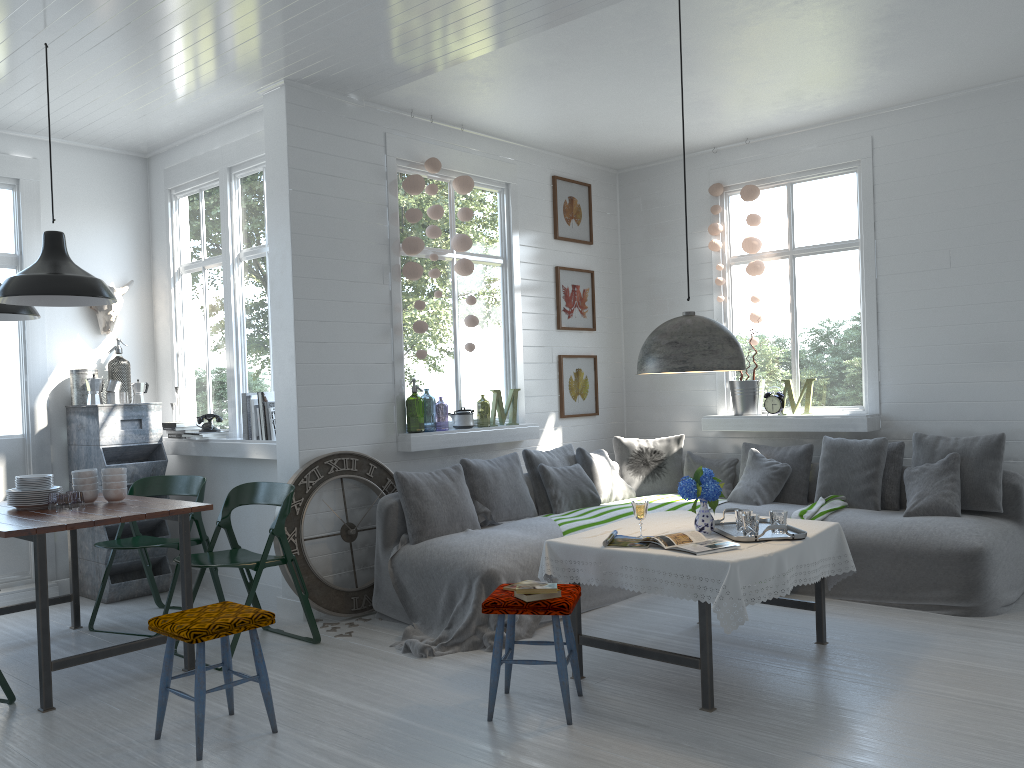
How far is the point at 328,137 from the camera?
6.3m

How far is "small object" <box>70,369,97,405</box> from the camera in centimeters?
704cm

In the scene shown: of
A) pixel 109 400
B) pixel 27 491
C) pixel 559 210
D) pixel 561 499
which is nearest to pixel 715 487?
pixel 561 499

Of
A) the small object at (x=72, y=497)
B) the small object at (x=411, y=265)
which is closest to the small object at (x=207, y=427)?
the small object at (x=72, y=497)

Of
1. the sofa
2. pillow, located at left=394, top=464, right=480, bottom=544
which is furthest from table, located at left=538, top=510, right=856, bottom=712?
pillow, located at left=394, top=464, right=480, bottom=544

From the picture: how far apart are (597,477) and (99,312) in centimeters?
432cm

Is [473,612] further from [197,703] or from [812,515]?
[812,515]

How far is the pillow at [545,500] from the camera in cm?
705

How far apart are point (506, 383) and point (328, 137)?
2.6 meters

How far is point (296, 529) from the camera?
5.9m
